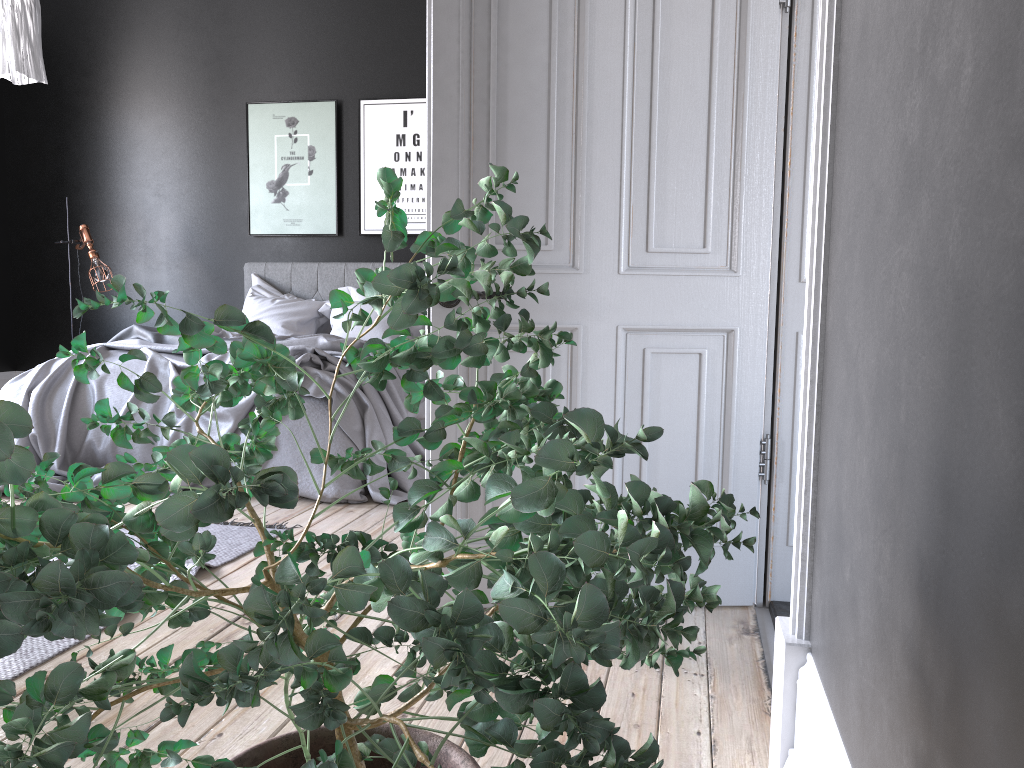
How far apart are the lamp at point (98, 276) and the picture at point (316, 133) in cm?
119

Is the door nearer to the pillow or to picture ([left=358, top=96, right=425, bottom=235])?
the pillow

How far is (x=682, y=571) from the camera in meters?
0.6

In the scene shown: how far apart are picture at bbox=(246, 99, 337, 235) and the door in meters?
4.7 m

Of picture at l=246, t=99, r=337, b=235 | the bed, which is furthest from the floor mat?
picture at l=246, t=99, r=337, b=235

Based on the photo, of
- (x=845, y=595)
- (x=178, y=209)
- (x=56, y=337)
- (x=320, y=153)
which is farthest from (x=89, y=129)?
(x=845, y=595)

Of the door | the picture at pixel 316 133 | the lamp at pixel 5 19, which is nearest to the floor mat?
the door

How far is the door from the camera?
2.7 meters

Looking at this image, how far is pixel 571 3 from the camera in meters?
2.7 m

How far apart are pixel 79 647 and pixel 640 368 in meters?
1.8 m
